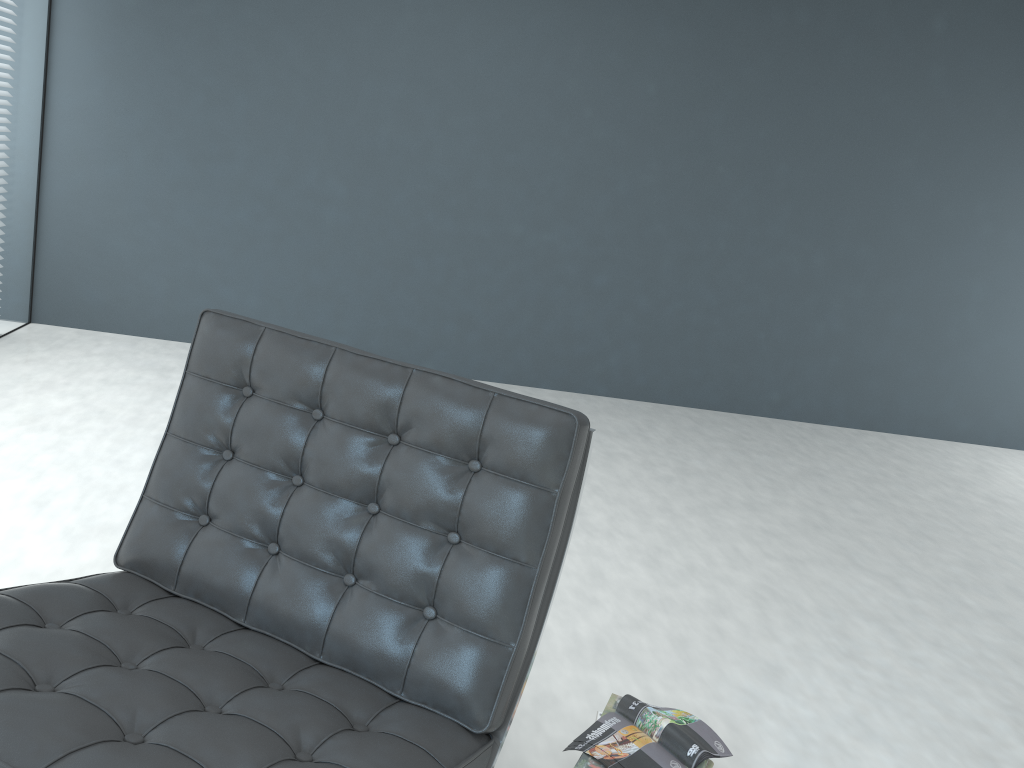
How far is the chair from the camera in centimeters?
107cm

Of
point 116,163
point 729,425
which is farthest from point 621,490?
point 116,163

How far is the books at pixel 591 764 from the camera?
1.53m

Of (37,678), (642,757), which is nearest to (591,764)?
(642,757)

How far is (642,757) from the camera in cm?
156

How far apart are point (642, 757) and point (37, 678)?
1.0 meters

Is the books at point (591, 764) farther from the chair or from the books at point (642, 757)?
the chair

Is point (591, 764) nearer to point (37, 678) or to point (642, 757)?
point (642, 757)

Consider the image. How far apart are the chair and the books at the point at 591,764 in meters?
0.3

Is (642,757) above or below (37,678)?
below
